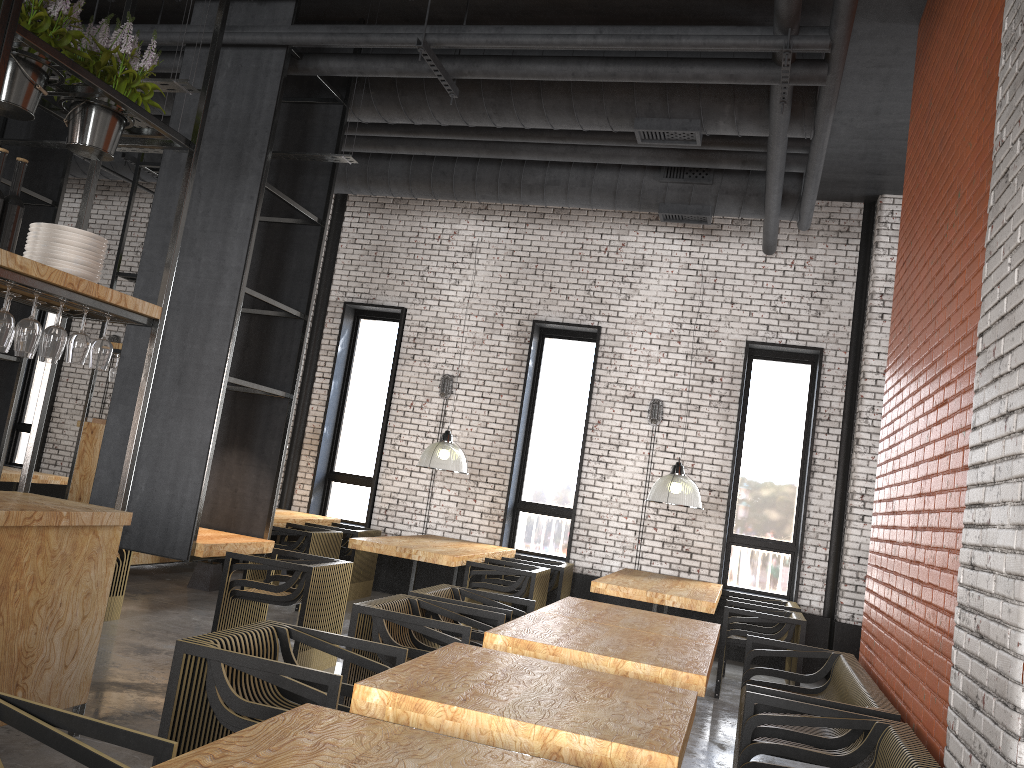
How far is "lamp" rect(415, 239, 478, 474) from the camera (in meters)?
8.60

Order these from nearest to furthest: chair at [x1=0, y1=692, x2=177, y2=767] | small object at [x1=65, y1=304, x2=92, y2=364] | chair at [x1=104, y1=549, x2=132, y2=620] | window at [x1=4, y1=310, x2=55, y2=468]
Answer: chair at [x1=0, y1=692, x2=177, y2=767] < small object at [x1=65, y1=304, x2=92, y2=364] < chair at [x1=104, y1=549, x2=132, y2=620] < window at [x1=4, y1=310, x2=55, y2=468]

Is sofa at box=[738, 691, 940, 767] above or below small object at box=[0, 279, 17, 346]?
below

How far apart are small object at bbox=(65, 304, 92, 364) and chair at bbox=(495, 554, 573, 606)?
5.5 meters

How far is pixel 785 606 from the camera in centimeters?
811cm

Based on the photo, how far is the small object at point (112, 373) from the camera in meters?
8.5

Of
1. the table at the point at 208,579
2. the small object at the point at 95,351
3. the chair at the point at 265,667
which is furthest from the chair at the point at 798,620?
the small object at the point at 95,351

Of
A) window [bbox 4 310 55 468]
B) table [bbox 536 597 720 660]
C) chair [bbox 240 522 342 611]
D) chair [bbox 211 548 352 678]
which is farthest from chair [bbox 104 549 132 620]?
window [bbox 4 310 55 468]

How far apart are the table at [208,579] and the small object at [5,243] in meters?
5.4

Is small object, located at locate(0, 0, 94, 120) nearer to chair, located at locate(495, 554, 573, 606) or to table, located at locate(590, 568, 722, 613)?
table, located at locate(590, 568, 722, 613)
